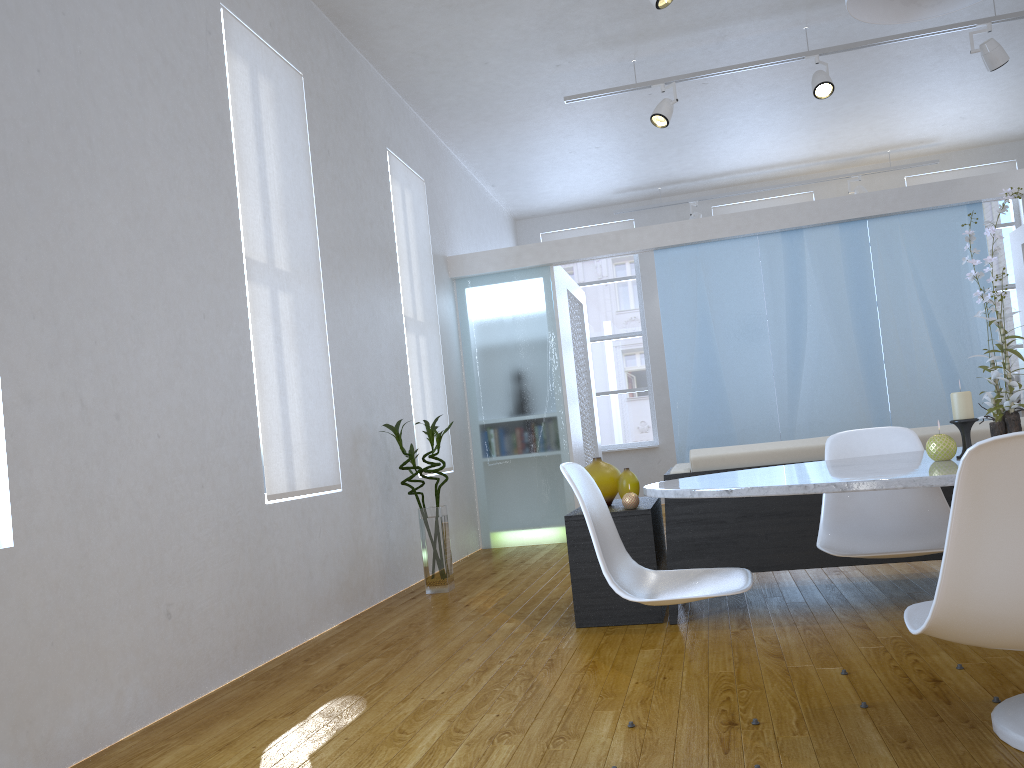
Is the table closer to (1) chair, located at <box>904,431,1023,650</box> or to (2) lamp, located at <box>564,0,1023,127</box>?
(1) chair, located at <box>904,431,1023,650</box>

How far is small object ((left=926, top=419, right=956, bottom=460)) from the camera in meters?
1.9

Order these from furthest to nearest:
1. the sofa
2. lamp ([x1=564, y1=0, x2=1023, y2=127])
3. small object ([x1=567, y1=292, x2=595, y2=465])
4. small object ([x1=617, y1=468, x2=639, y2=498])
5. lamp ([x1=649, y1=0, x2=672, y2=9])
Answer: small object ([x1=567, y1=292, x2=595, y2=465]) → lamp ([x1=564, y1=0, x2=1023, y2=127]) → lamp ([x1=649, y1=0, x2=672, y2=9]) → small object ([x1=617, y1=468, x2=639, y2=498]) → the sofa

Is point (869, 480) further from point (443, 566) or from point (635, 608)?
point (443, 566)

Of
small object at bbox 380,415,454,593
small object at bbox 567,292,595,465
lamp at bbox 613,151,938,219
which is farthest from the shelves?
lamp at bbox 613,151,938,219

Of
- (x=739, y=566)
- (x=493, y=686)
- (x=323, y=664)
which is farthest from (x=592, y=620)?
(x=323, y=664)

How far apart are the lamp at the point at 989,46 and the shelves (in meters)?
2.90

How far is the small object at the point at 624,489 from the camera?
3.8m

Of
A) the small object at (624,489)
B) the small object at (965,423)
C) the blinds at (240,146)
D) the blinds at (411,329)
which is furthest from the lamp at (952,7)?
the blinds at (411,329)

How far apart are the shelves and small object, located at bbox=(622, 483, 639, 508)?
0.02m
